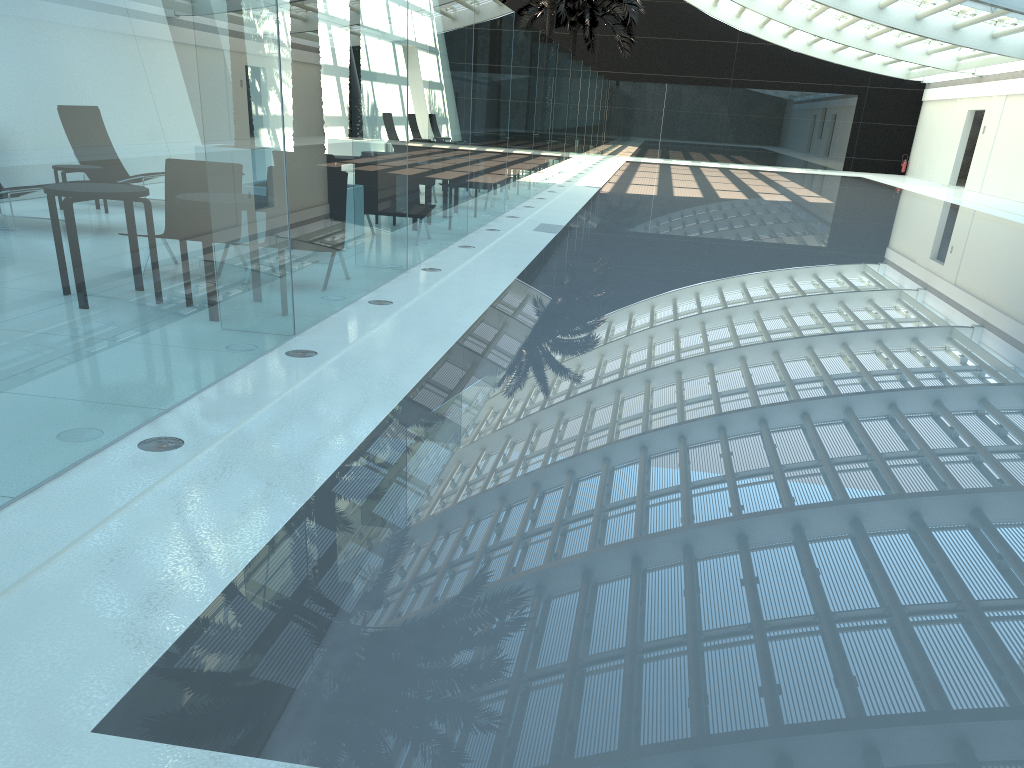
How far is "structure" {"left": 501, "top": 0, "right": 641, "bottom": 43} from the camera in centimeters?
2409cm

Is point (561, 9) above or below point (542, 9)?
below

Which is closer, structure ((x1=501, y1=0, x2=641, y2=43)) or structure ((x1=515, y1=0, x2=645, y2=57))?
structure ((x1=501, y1=0, x2=641, y2=43))

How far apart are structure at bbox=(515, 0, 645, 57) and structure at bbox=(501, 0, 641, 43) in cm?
416

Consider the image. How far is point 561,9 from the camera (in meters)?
24.09

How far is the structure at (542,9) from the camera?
31.70m

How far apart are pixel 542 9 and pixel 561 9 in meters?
8.3

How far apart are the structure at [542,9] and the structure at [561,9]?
4.2 meters

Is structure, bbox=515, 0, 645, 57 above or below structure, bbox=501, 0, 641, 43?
above
